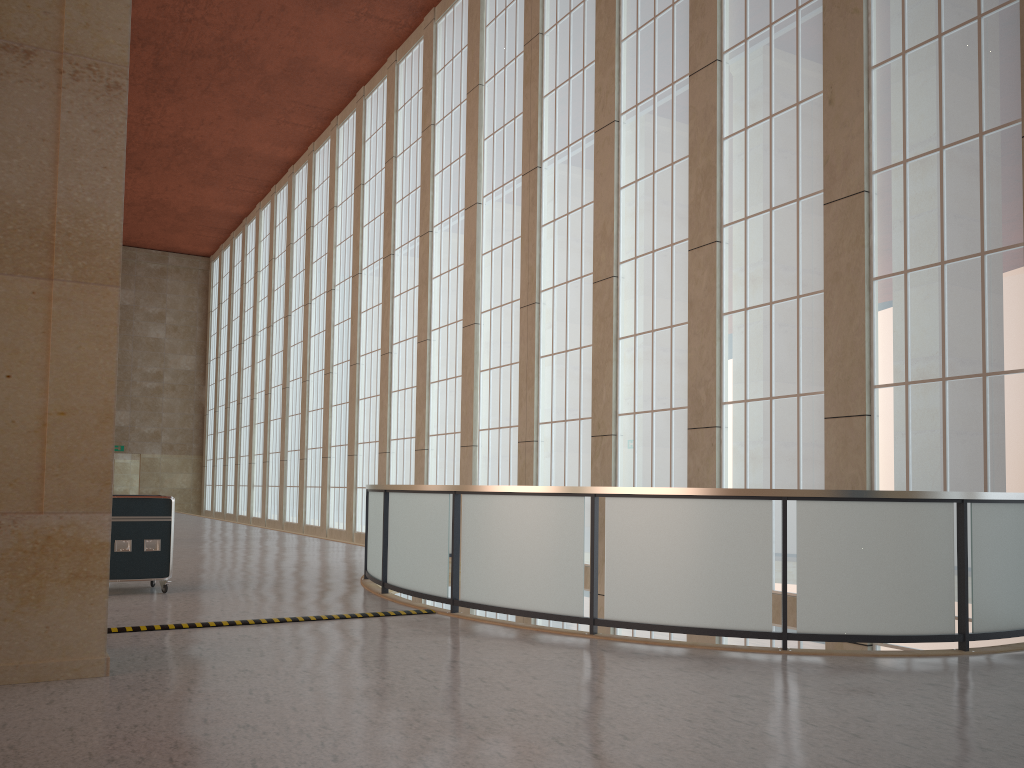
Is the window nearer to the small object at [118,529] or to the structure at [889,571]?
the structure at [889,571]

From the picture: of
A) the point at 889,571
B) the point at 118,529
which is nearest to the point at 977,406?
the point at 889,571

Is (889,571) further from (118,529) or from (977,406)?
(118,529)

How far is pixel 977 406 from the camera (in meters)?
12.18

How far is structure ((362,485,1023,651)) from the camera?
9.5m

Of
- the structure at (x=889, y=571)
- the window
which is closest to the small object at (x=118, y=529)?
the structure at (x=889, y=571)

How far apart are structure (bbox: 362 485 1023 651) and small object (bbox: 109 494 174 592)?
3.2m

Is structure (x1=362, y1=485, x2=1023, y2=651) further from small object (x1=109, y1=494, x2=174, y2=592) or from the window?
small object (x1=109, y1=494, x2=174, y2=592)

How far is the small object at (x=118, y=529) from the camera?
13.56m

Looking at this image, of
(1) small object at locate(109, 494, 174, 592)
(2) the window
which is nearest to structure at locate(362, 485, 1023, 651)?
(2) the window
